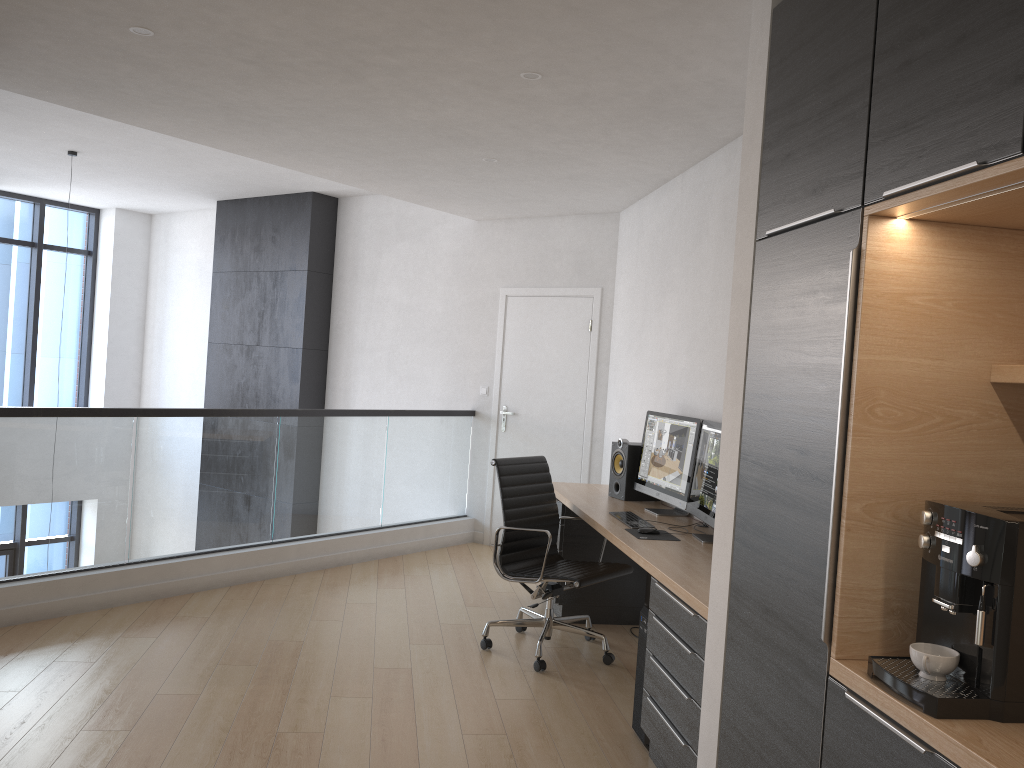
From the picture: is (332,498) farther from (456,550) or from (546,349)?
(546,349)

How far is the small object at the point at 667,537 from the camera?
4.0m

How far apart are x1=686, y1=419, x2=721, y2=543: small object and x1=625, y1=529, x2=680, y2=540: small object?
0.1m

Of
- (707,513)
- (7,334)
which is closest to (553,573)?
(707,513)

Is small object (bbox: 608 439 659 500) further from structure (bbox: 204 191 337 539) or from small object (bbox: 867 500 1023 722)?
structure (bbox: 204 191 337 539)

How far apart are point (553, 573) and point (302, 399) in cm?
457

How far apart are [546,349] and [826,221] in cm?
485

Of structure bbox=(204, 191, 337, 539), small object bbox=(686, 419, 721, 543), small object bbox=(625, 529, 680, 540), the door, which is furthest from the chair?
structure bbox=(204, 191, 337, 539)

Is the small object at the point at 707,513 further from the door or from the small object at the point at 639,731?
the door

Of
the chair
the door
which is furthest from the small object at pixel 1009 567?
the door
